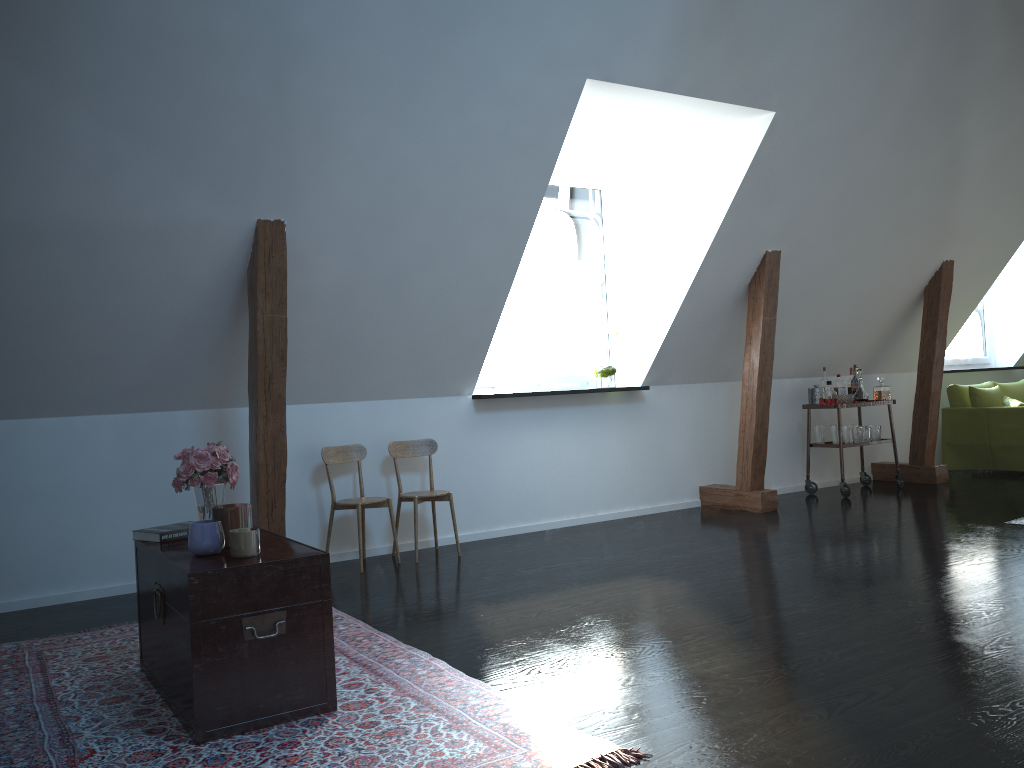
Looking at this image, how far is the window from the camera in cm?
665

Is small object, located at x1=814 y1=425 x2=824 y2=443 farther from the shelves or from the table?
the table

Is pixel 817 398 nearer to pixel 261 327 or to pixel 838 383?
pixel 838 383

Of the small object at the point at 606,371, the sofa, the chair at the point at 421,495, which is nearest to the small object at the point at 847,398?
the sofa

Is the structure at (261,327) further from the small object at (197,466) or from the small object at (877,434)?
the small object at (197,466)

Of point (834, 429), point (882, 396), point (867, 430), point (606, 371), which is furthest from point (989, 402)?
point (606, 371)

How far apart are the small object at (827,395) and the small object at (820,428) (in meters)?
0.26

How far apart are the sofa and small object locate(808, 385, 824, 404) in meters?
1.8 m

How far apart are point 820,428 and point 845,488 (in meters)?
0.54

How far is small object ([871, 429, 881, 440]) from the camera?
7.25m
